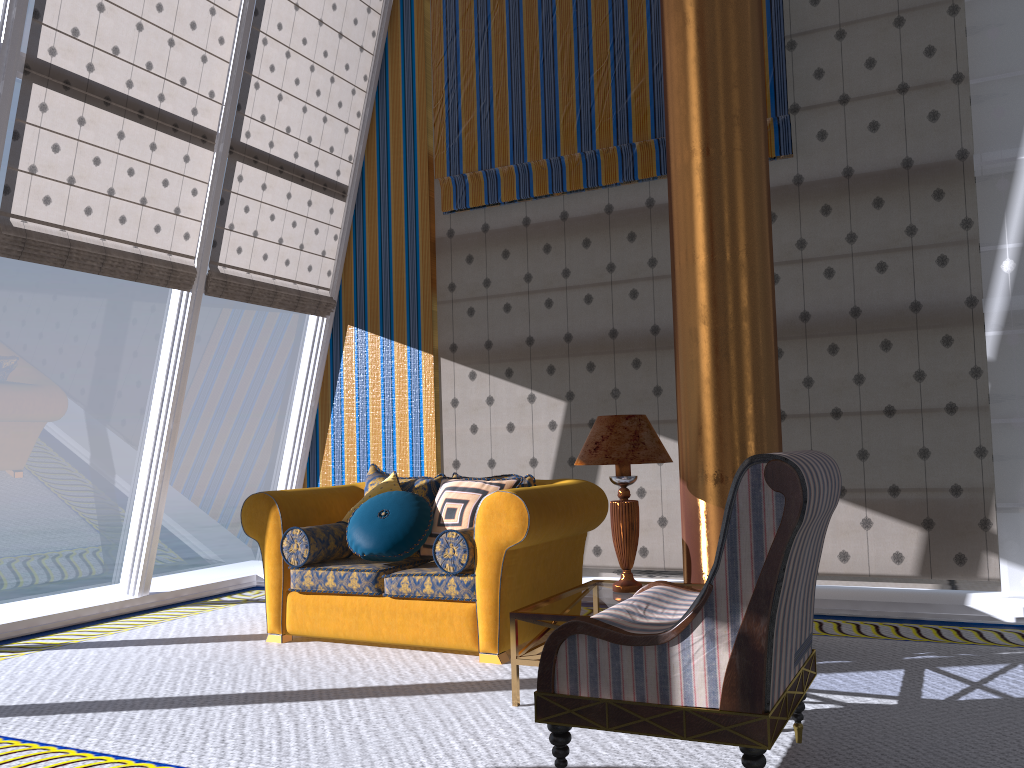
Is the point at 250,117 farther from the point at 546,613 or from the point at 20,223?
the point at 546,613

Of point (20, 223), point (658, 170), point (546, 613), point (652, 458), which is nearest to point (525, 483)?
point (652, 458)

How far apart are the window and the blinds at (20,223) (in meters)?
0.05

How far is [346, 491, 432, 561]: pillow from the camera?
4.5m

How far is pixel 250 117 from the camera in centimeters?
626cm

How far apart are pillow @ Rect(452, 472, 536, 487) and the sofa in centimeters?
16cm

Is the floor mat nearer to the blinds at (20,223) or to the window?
the window

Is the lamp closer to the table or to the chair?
the table

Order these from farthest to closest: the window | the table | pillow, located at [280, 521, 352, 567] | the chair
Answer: the window, pillow, located at [280, 521, 352, 567], the table, the chair

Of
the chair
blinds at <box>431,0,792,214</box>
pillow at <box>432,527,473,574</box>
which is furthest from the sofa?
blinds at <box>431,0,792,214</box>
